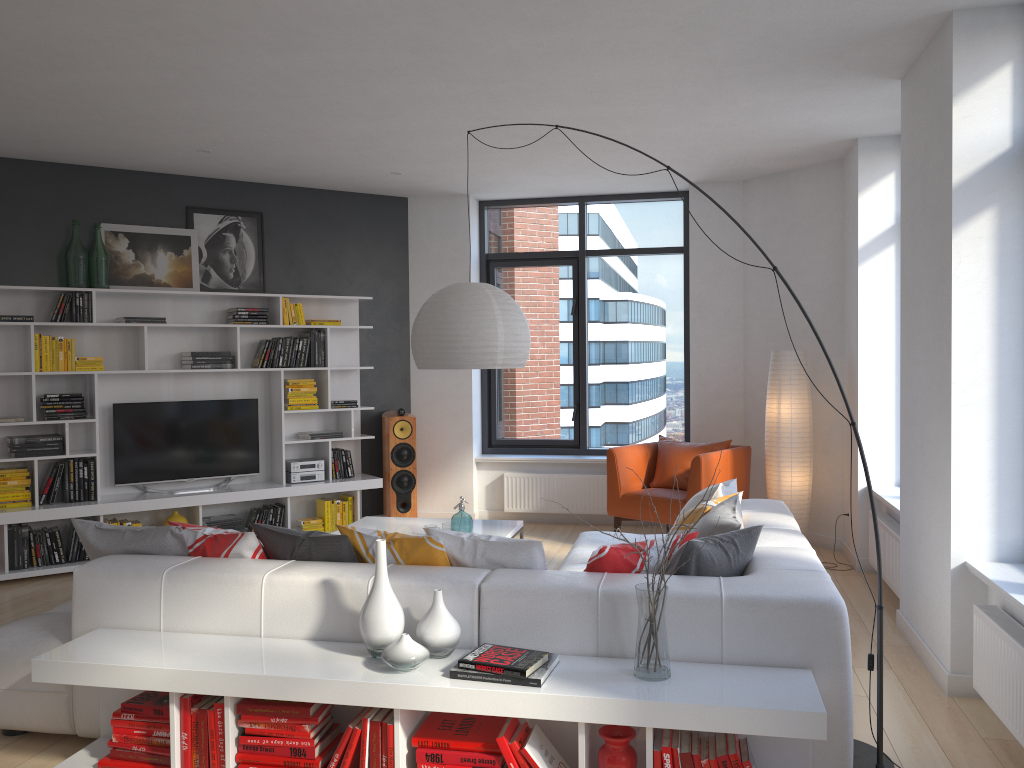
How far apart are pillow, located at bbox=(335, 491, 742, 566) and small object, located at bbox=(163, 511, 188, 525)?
3.7m

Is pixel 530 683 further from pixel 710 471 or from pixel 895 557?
pixel 710 471

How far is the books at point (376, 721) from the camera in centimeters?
286cm

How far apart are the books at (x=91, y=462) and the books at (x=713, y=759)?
5.24m

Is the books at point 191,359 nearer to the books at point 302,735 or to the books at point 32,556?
the books at point 32,556

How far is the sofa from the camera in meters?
2.9

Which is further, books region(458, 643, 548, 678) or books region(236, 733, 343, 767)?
books region(236, 733, 343, 767)

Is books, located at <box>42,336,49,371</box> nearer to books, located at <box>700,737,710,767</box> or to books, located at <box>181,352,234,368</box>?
books, located at <box>181,352,234,368</box>

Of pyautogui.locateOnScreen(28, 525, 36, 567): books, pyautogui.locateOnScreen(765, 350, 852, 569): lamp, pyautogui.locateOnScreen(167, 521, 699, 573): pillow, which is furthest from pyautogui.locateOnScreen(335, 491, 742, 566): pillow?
pyautogui.locateOnScreen(28, 525, 36, 567): books

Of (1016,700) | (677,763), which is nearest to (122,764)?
(677,763)
